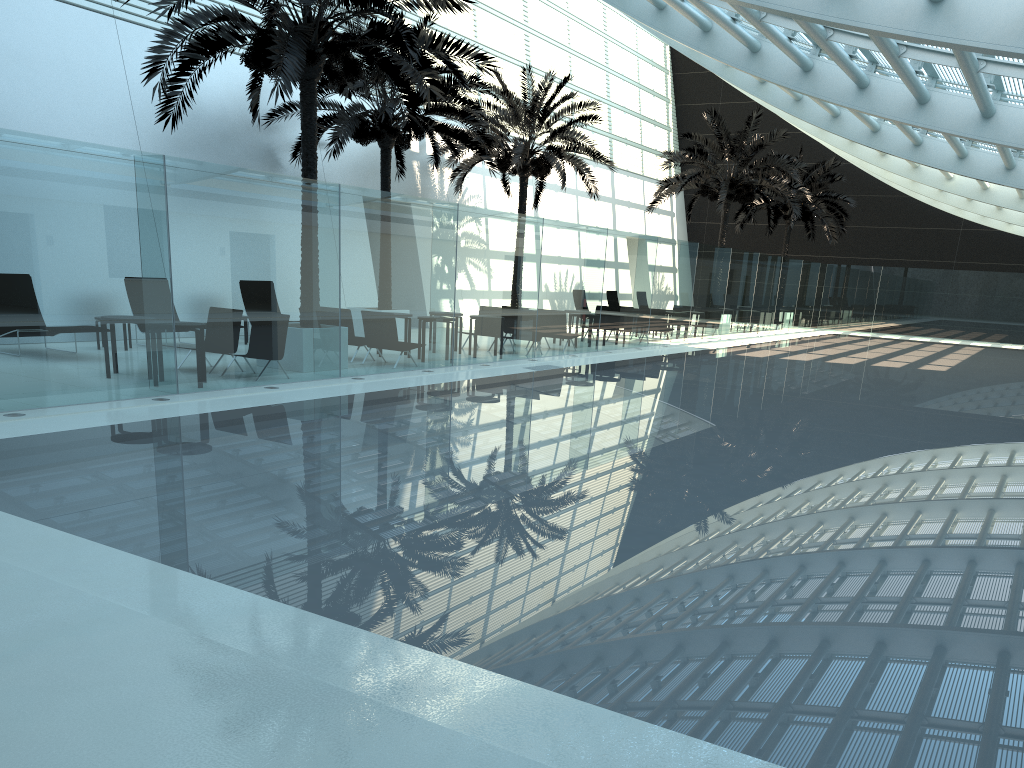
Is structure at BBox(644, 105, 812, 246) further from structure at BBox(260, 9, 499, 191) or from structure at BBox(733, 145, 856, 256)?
structure at BBox(260, 9, 499, 191)

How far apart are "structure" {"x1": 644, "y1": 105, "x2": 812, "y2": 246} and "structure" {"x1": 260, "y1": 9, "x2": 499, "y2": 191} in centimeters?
896cm

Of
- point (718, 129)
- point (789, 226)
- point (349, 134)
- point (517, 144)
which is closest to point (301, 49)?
point (349, 134)

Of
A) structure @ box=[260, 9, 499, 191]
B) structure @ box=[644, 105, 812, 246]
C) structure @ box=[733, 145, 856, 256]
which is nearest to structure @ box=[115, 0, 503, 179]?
structure @ box=[260, 9, 499, 191]

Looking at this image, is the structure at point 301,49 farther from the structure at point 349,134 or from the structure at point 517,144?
the structure at point 517,144

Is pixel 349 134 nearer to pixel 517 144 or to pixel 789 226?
pixel 517 144

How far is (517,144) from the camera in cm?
2323

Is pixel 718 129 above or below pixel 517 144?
above

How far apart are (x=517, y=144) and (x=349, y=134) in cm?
614

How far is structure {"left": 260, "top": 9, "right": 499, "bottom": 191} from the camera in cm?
1836
